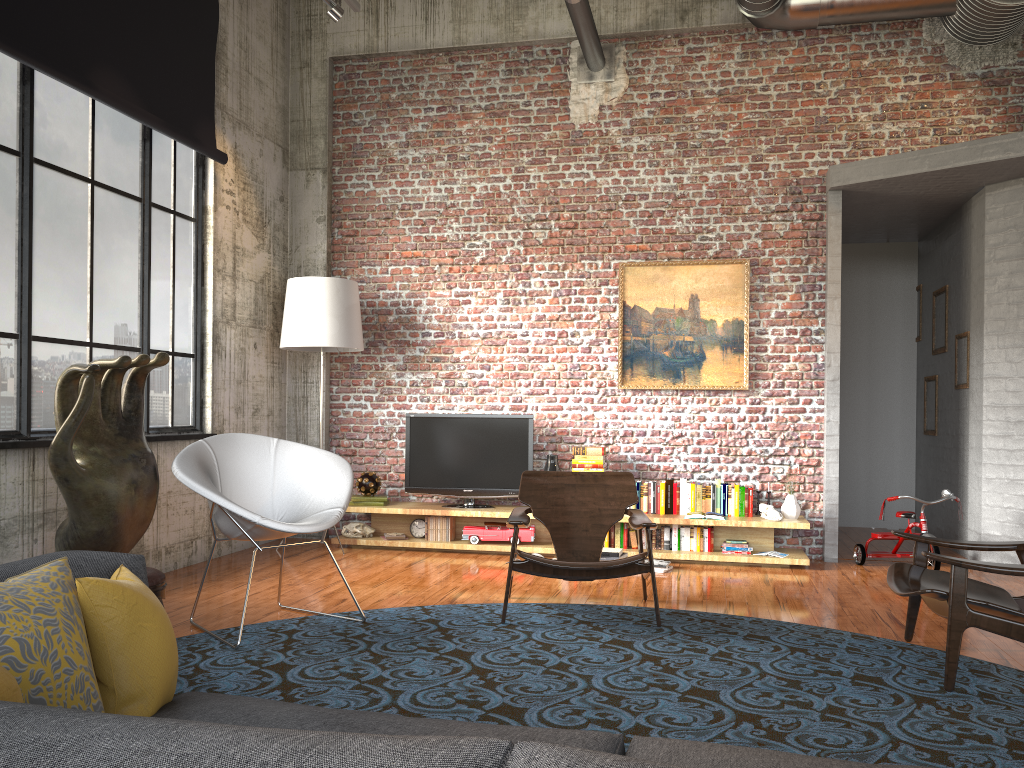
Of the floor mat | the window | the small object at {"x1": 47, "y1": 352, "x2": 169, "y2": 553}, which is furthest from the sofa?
the window

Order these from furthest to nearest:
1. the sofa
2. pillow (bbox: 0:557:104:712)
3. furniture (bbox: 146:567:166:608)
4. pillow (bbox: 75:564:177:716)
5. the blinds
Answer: the blinds → furniture (bbox: 146:567:166:608) → pillow (bbox: 75:564:177:716) → pillow (bbox: 0:557:104:712) → the sofa

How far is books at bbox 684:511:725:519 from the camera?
6.78m

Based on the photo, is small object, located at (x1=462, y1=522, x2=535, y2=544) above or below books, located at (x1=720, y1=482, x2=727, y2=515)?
below

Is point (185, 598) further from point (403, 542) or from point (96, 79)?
point (96, 79)

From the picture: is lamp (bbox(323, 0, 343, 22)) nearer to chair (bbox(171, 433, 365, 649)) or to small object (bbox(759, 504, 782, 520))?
chair (bbox(171, 433, 365, 649))

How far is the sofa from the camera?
0.8m

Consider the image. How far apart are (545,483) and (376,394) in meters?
2.8 m

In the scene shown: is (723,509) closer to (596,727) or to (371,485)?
(371,485)

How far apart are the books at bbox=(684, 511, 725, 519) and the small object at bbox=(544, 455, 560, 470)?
1.2m
